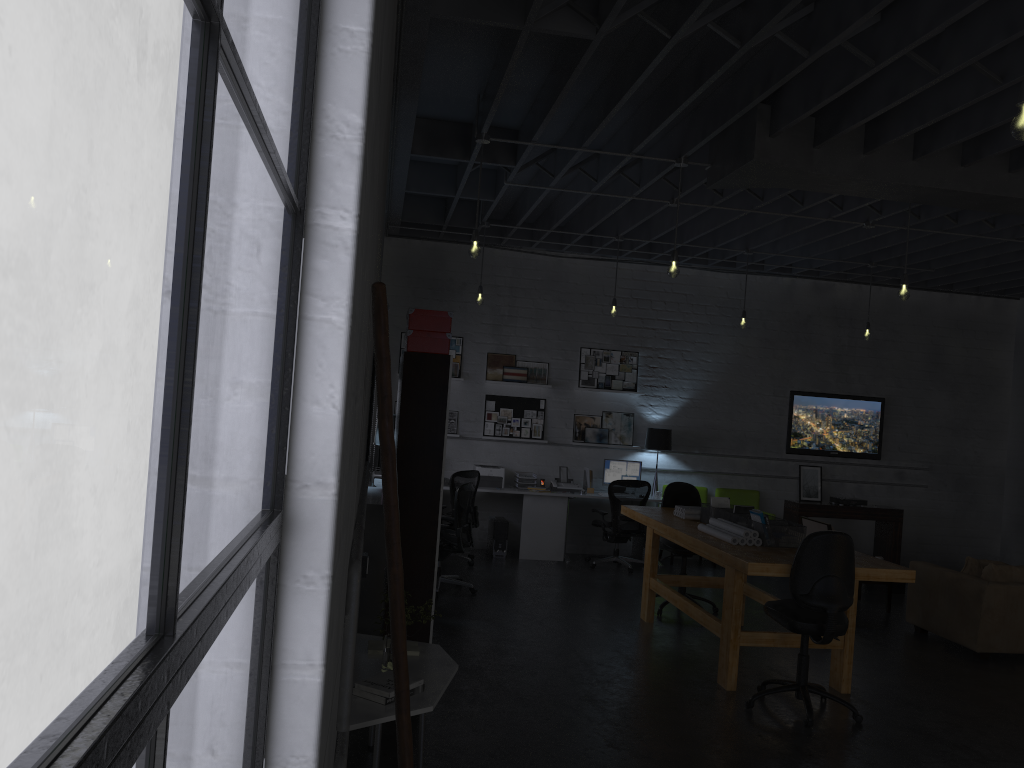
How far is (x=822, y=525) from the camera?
8.7 meters

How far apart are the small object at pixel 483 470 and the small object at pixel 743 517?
4.13m

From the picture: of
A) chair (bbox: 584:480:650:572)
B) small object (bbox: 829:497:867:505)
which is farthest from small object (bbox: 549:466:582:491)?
small object (bbox: 829:497:867:505)

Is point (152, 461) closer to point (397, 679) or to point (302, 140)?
point (302, 140)

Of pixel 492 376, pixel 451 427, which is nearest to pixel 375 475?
pixel 451 427

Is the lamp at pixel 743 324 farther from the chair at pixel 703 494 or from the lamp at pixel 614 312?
the chair at pixel 703 494

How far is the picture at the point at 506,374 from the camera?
10.8m

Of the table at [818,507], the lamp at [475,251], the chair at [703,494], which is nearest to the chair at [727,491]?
the chair at [703,494]

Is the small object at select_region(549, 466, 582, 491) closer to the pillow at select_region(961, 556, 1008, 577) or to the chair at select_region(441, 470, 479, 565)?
the chair at select_region(441, 470, 479, 565)

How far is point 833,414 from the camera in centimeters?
1139cm
